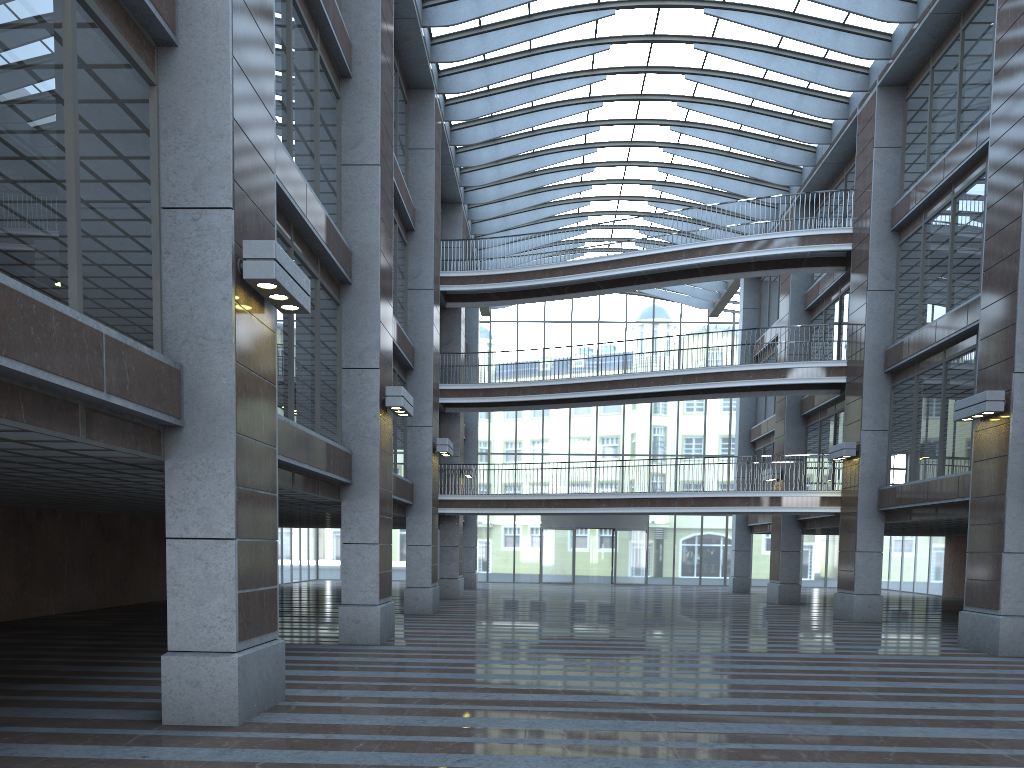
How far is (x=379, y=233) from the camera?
16.7m
